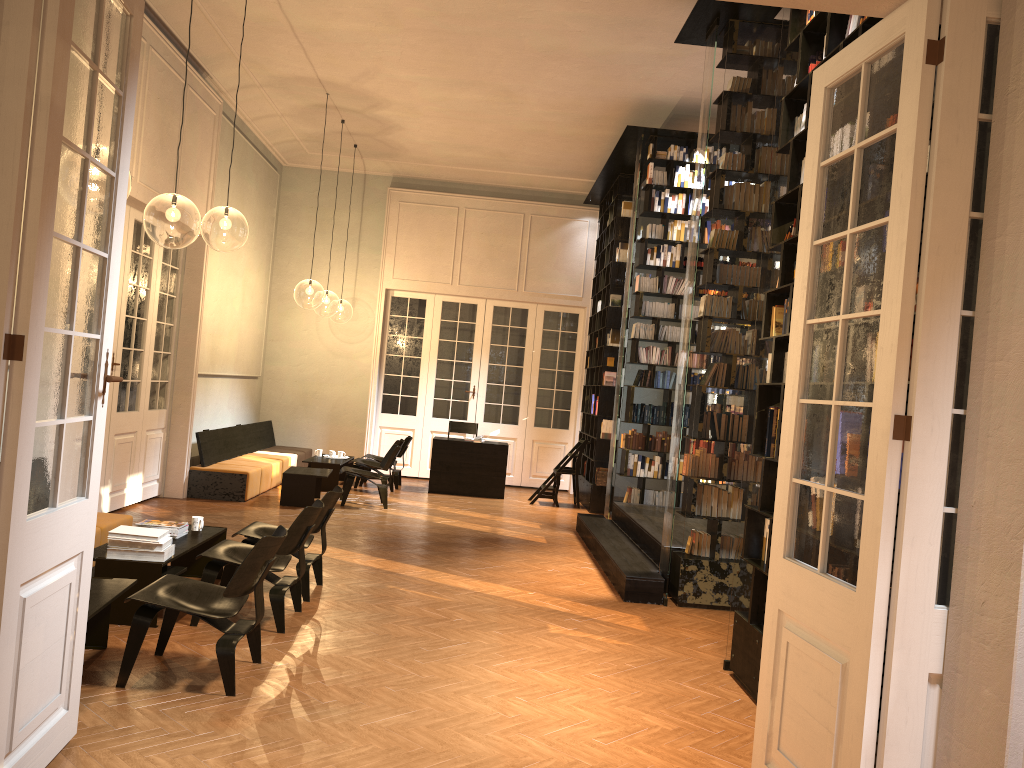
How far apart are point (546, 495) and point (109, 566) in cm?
830

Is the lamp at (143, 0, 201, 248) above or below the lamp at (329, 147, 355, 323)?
below

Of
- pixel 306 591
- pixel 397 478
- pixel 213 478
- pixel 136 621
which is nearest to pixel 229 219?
pixel 213 478

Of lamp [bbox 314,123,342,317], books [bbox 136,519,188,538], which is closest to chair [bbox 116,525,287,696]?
books [bbox 136,519,188,538]

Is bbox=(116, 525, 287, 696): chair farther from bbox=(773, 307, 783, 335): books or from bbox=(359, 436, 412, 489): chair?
bbox=(359, 436, 412, 489): chair

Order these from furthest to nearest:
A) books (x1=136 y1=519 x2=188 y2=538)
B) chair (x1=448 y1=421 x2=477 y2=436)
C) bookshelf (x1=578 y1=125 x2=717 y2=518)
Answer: chair (x1=448 y1=421 x2=477 y2=436)
bookshelf (x1=578 y1=125 x2=717 y2=518)
books (x1=136 y1=519 x2=188 y2=538)

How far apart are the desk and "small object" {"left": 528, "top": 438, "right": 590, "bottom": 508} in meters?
0.6 m

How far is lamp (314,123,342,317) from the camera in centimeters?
2559cm

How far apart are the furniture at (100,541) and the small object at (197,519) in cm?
68

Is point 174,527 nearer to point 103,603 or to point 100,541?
point 100,541
